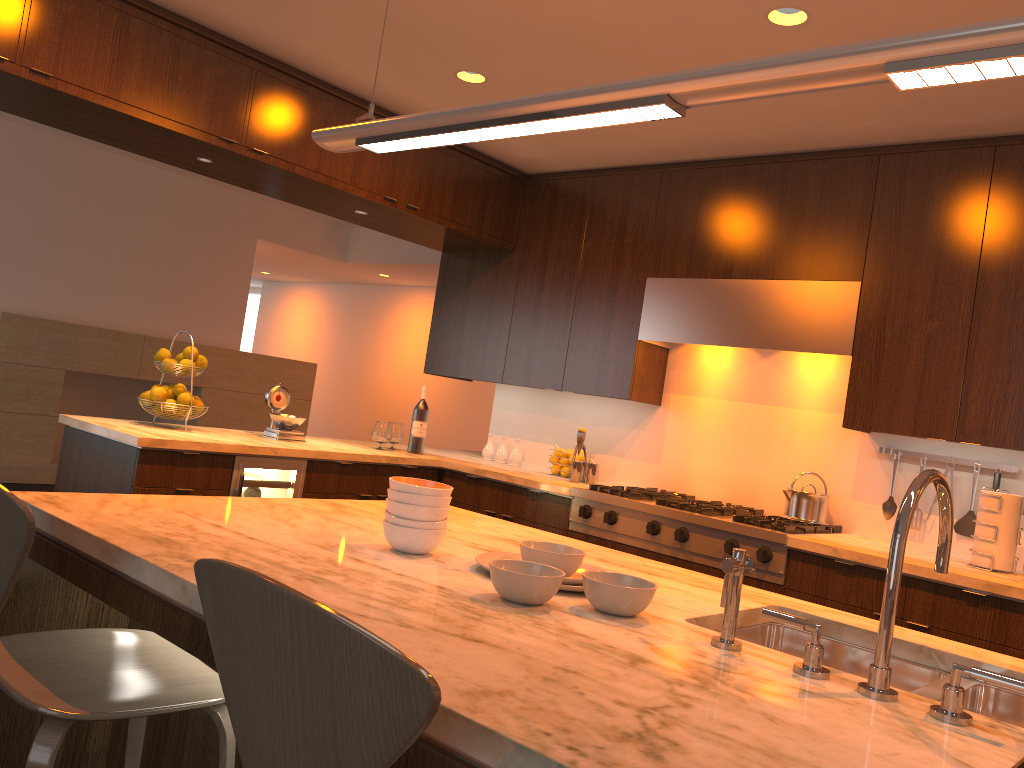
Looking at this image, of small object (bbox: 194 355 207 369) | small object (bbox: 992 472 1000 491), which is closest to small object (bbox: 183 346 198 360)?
small object (bbox: 194 355 207 369)

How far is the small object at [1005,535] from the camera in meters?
3.3 m

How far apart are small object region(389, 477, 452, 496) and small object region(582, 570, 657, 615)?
0.4 meters

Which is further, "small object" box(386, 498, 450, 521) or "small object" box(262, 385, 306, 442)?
"small object" box(262, 385, 306, 442)

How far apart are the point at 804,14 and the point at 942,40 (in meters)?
1.72

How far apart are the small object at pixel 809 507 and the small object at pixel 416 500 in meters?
2.4

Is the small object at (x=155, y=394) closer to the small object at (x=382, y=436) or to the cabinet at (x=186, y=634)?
the small object at (x=382, y=436)

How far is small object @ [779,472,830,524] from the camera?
3.9 meters

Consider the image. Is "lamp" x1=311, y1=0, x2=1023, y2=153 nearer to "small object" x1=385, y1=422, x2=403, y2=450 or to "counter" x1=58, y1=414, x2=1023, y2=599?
"counter" x1=58, y1=414, x2=1023, y2=599

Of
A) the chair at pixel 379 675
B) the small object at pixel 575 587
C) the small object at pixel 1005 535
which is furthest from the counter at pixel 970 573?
the chair at pixel 379 675
